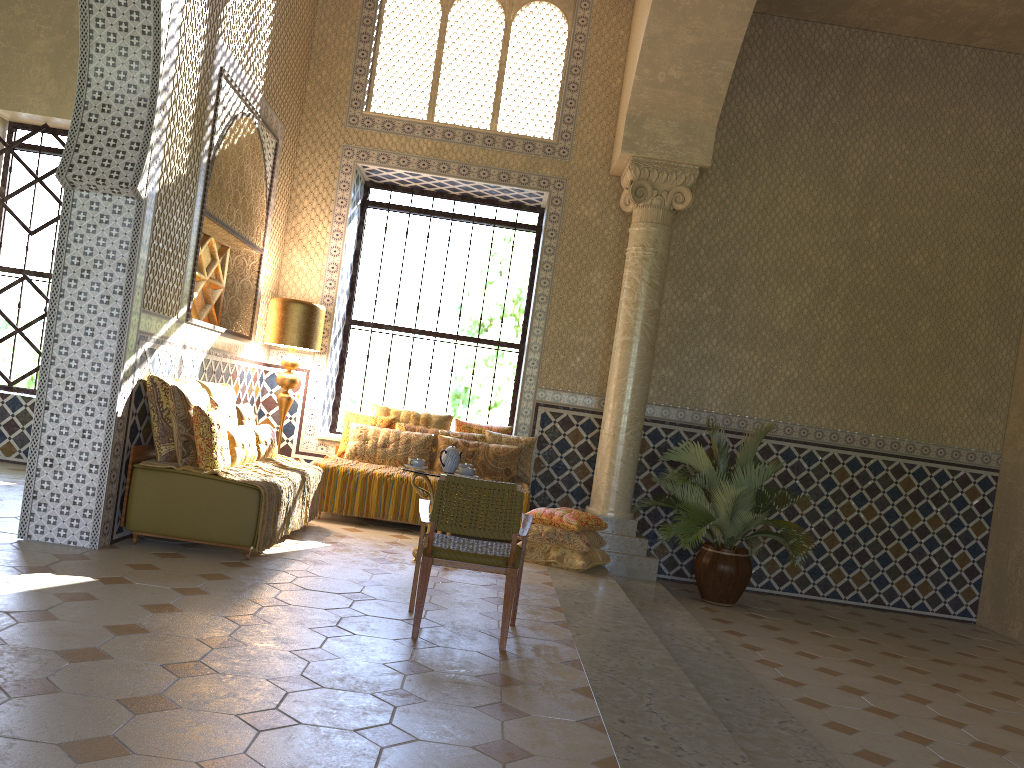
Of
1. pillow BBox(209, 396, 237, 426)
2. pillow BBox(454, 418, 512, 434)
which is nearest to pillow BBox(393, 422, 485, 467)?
pillow BBox(454, 418, 512, 434)

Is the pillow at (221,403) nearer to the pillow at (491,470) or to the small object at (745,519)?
the pillow at (491,470)

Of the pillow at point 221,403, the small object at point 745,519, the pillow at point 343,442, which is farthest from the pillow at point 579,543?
the pillow at point 221,403

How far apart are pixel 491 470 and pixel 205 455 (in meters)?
4.58

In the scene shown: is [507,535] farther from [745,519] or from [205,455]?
[745,519]

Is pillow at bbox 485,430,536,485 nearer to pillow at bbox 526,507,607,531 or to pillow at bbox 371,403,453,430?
pillow at bbox 371,403,453,430

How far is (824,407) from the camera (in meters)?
12.96

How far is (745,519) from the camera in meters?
10.9

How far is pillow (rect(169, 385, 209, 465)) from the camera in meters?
8.3 m

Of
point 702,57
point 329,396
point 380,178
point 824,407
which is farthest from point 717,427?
point 380,178
